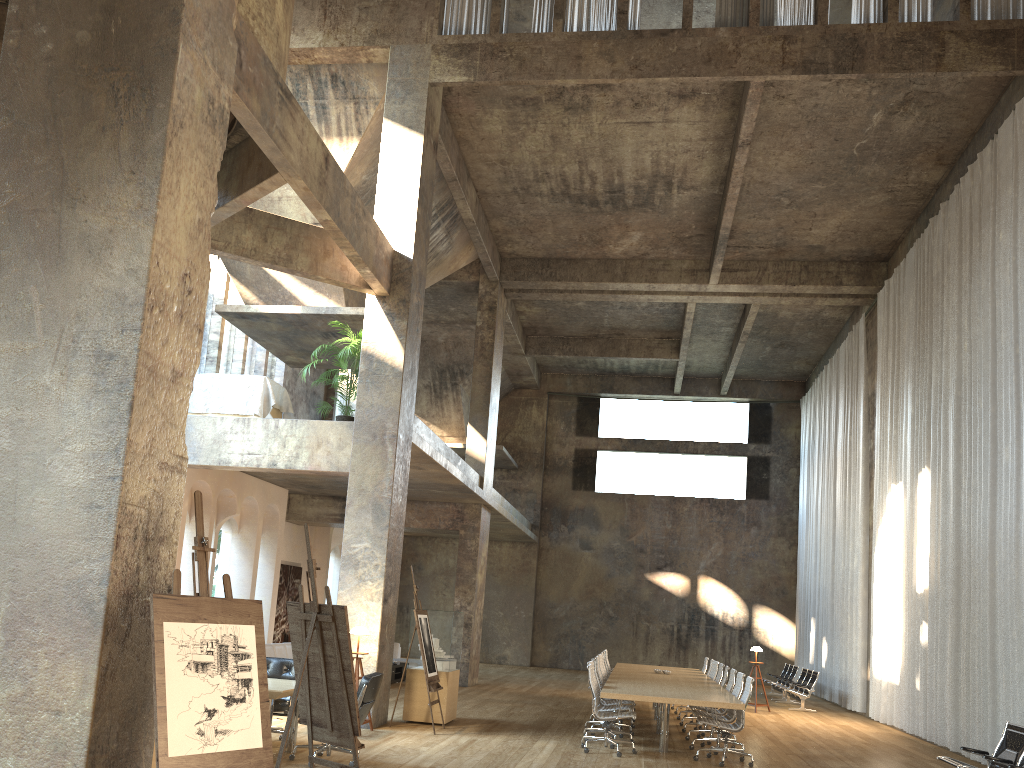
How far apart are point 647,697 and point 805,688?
9.7 meters

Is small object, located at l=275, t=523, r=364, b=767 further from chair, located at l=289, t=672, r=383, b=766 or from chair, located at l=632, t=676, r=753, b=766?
chair, located at l=632, t=676, r=753, b=766

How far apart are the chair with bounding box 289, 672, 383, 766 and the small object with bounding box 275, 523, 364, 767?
1.6 meters

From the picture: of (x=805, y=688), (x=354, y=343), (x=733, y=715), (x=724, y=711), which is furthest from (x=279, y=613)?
(x=733, y=715)

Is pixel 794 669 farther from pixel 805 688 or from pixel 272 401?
pixel 272 401

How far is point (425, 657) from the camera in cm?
1092

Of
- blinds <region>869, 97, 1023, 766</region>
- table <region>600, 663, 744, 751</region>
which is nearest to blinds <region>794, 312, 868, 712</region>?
blinds <region>869, 97, 1023, 766</region>

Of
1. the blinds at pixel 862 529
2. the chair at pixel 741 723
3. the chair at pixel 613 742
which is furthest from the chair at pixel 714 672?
the blinds at pixel 862 529

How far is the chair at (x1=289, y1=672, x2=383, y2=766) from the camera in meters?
8.1 m

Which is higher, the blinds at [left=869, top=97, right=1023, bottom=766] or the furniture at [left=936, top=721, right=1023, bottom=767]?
the blinds at [left=869, top=97, right=1023, bottom=766]
